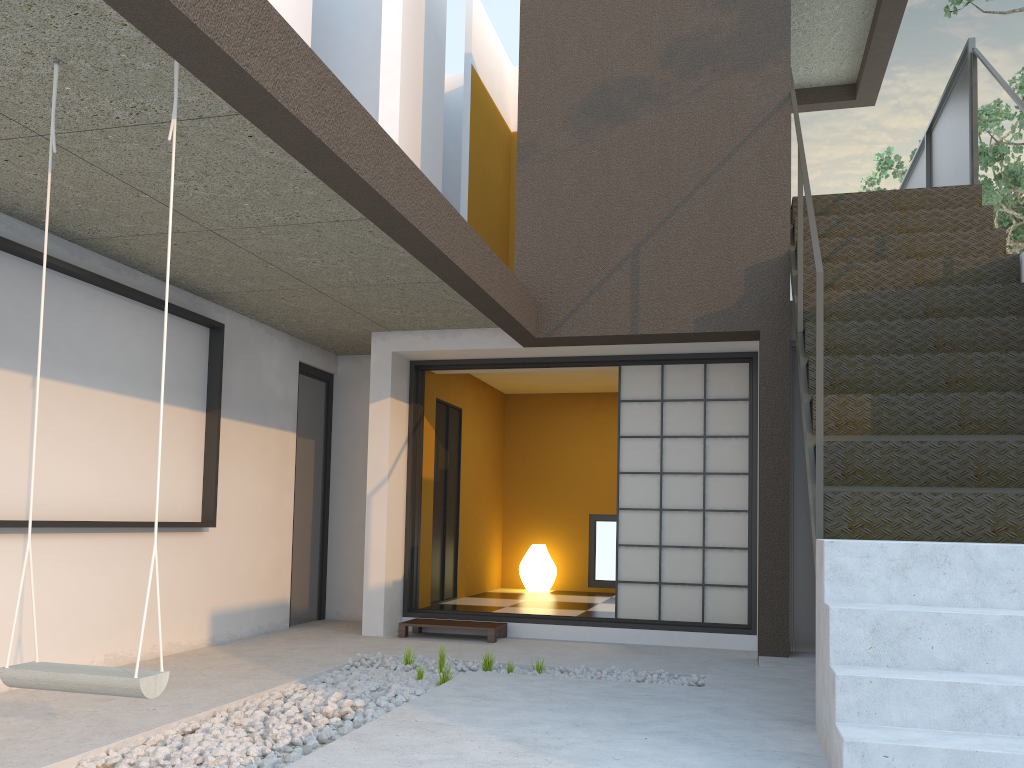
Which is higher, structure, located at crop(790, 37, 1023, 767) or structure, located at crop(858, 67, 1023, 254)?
structure, located at crop(858, 67, 1023, 254)

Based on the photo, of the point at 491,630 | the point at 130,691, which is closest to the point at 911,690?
the point at 130,691

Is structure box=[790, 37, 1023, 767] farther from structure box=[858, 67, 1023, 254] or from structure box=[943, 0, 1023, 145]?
structure box=[858, 67, 1023, 254]

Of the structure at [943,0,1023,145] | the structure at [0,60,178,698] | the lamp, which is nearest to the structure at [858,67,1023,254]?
the structure at [943,0,1023,145]

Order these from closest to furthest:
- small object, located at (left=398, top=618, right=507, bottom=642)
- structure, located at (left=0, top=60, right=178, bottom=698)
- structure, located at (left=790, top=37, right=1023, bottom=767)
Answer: structure, located at (left=0, top=60, right=178, bottom=698) → structure, located at (left=790, top=37, right=1023, bottom=767) → small object, located at (left=398, top=618, right=507, bottom=642)

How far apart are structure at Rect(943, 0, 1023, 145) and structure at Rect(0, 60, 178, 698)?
6.6 meters

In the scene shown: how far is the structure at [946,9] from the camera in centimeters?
629cm

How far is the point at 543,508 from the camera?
9.2 meters

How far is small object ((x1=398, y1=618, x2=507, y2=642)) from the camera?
5.9 meters

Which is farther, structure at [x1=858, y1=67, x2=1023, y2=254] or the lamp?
structure at [x1=858, y1=67, x2=1023, y2=254]
